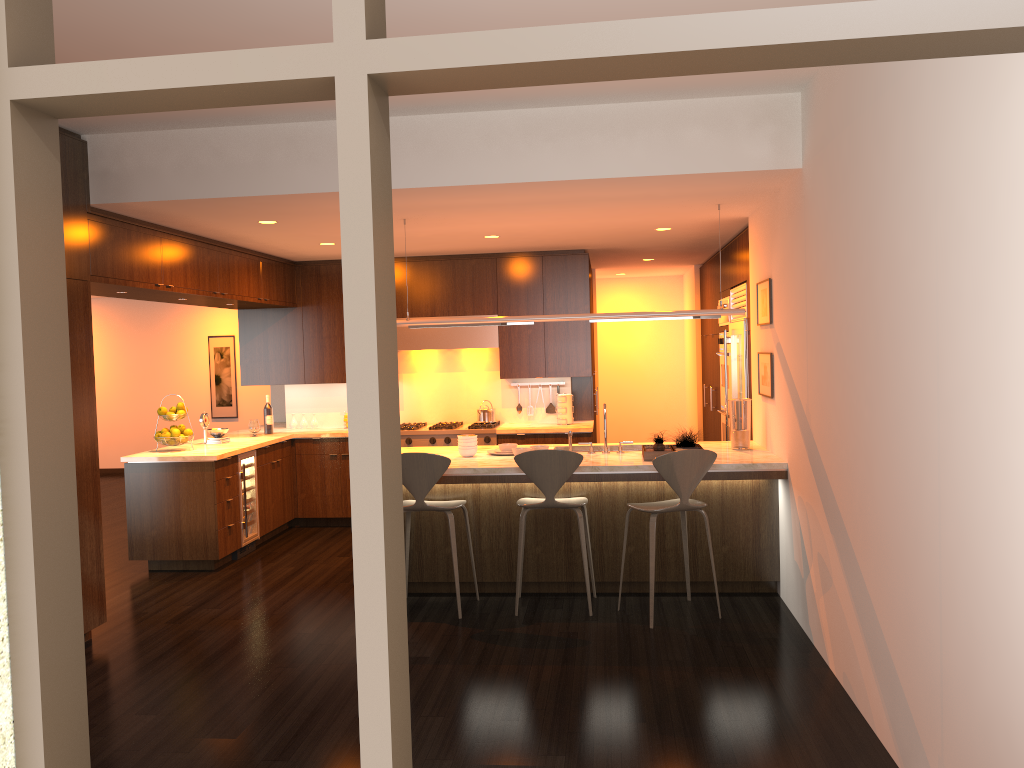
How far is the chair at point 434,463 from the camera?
5.42m

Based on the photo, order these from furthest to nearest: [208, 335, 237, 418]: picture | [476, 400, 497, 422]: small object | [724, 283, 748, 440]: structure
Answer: [208, 335, 237, 418]: picture < [476, 400, 497, 422]: small object < [724, 283, 748, 440]: structure

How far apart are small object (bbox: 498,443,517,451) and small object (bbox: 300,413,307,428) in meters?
3.4

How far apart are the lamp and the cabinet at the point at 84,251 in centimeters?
163cm

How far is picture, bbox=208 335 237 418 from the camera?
12.84m

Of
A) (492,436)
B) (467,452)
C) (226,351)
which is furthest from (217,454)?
(226,351)

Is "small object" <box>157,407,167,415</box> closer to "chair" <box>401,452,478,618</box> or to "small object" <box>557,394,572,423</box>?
"chair" <box>401,452,478,618</box>

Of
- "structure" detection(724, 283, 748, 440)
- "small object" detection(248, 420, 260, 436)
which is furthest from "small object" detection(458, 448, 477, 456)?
"small object" detection(248, 420, 260, 436)

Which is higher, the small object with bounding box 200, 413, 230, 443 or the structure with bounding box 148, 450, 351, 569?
the small object with bounding box 200, 413, 230, 443

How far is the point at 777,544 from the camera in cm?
574
